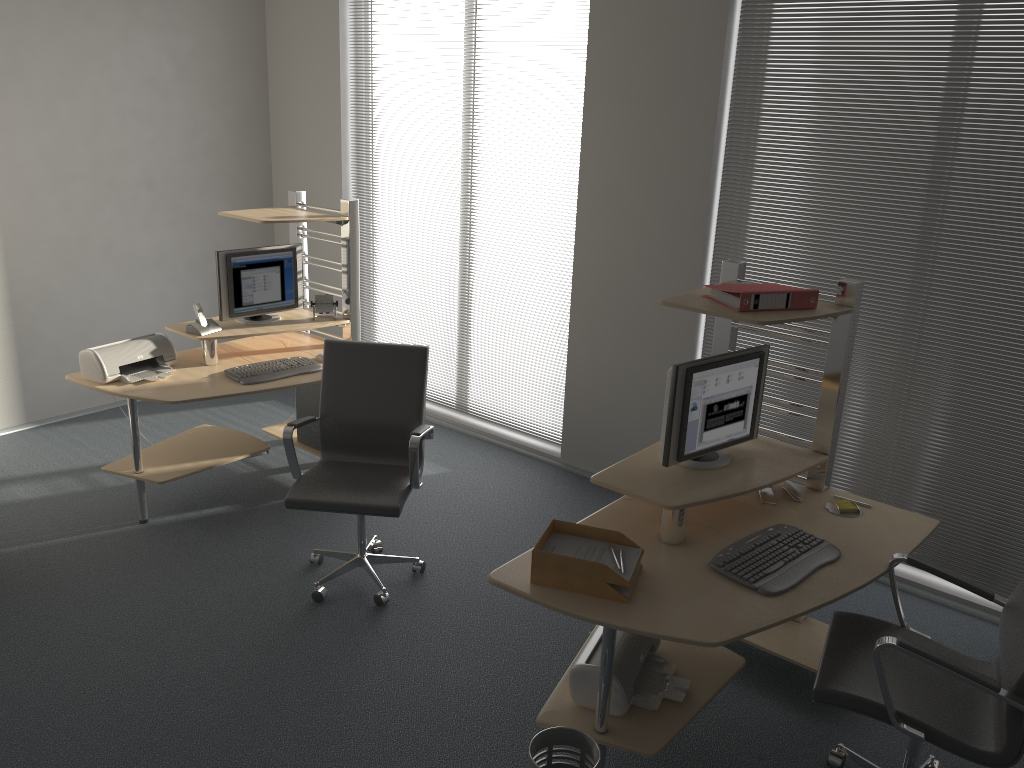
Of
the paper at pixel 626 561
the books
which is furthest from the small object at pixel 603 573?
the books

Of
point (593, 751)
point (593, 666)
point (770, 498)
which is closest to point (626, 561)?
point (593, 666)

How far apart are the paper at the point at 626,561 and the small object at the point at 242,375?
2.2m

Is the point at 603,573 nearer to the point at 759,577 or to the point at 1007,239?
the point at 759,577

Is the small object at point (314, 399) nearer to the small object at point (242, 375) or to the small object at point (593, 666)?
the small object at point (242, 375)

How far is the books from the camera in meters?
3.1

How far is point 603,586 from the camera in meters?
2.7 m

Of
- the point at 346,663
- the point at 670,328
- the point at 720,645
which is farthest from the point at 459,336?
the point at 720,645

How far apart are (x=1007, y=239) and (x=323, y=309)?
3.41m

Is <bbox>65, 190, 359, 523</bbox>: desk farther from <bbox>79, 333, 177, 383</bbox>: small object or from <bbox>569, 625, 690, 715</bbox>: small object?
<bbox>569, 625, 690, 715</bbox>: small object
